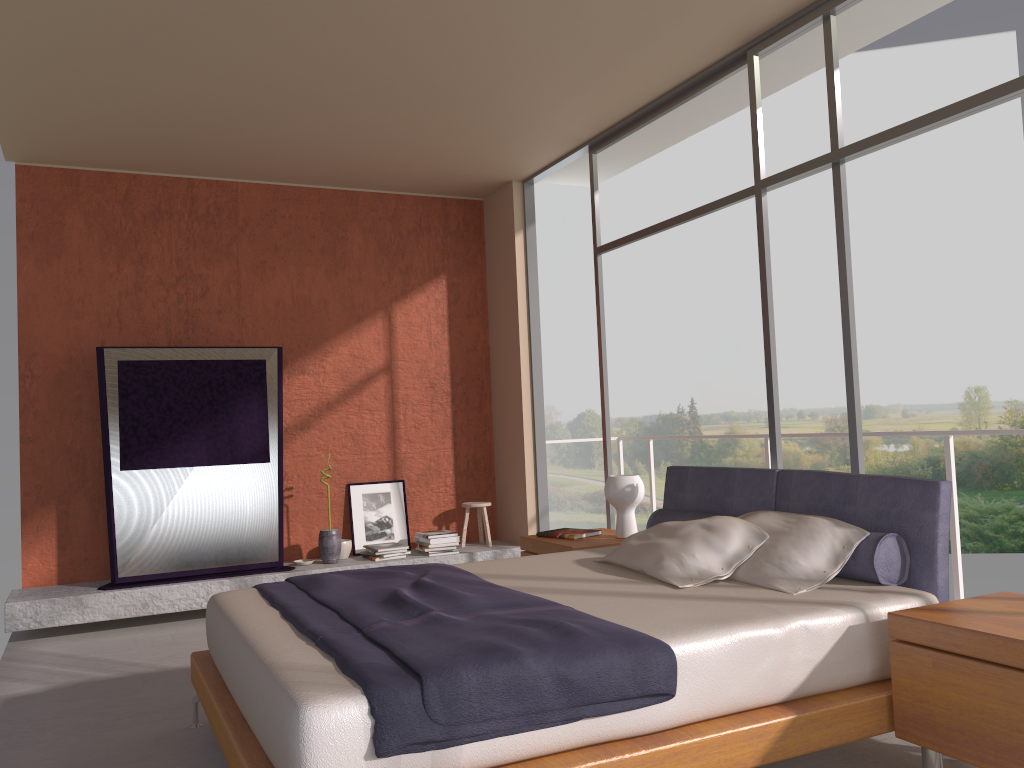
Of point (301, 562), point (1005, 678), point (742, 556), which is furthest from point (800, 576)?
point (301, 562)

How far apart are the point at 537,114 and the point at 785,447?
18.66m

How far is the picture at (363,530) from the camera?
6.9 meters

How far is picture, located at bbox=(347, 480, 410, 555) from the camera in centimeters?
685cm

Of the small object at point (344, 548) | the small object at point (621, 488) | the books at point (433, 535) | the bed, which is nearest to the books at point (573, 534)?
the small object at point (621, 488)

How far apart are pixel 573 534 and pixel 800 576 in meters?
1.9 m

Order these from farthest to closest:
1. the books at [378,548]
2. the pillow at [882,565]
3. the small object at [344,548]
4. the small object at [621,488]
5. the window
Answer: the small object at [344,548]
the books at [378,548]
the small object at [621,488]
the window
the pillow at [882,565]

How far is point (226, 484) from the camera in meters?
6.1

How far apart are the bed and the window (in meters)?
0.41

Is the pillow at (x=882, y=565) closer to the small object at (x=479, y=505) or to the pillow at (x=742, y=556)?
the pillow at (x=742, y=556)
